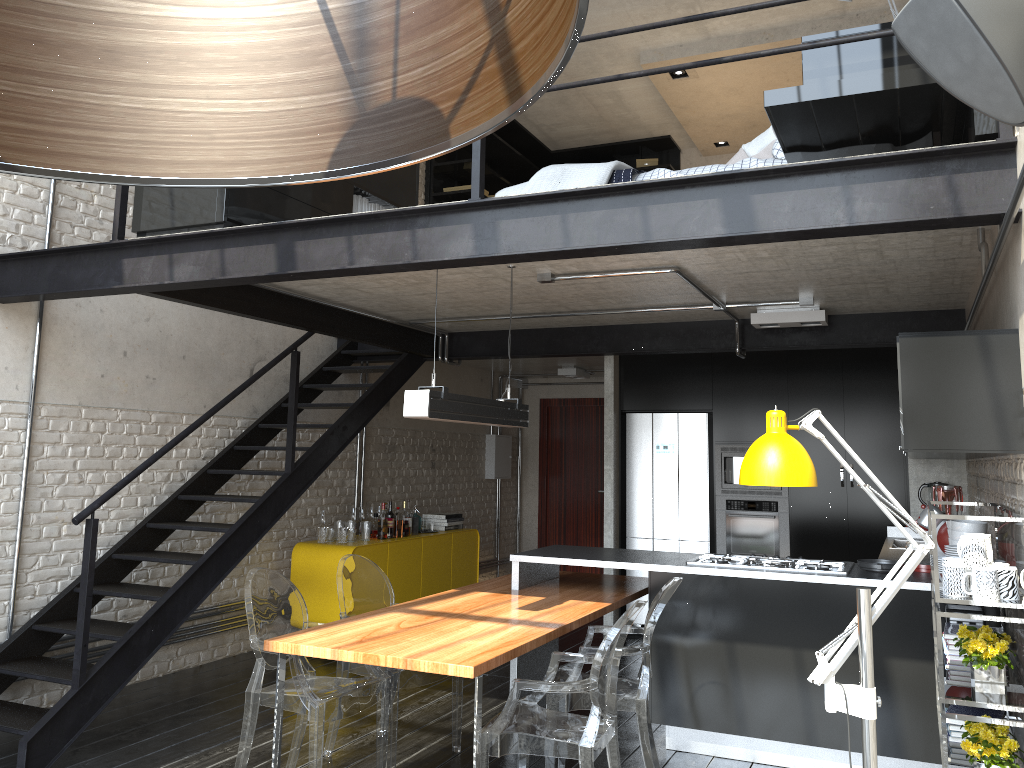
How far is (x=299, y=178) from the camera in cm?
64

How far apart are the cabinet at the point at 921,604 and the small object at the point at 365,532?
2.3 meters

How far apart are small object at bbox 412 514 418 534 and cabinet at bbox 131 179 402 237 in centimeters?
330cm

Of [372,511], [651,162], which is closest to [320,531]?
[372,511]

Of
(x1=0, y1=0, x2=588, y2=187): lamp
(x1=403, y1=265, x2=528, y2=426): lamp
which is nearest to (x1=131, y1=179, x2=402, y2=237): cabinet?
(x1=403, y1=265, x2=528, y2=426): lamp

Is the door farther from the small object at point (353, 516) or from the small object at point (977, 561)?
the small object at point (977, 561)

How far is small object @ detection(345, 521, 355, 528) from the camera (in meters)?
7.26

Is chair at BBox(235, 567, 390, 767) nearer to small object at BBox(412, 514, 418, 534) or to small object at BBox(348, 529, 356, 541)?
small object at BBox(348, 529, 356, 541)

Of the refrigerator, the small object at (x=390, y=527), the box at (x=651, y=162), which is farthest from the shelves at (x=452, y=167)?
the small object at (x=390, y=527)

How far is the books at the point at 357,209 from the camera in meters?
5.4
